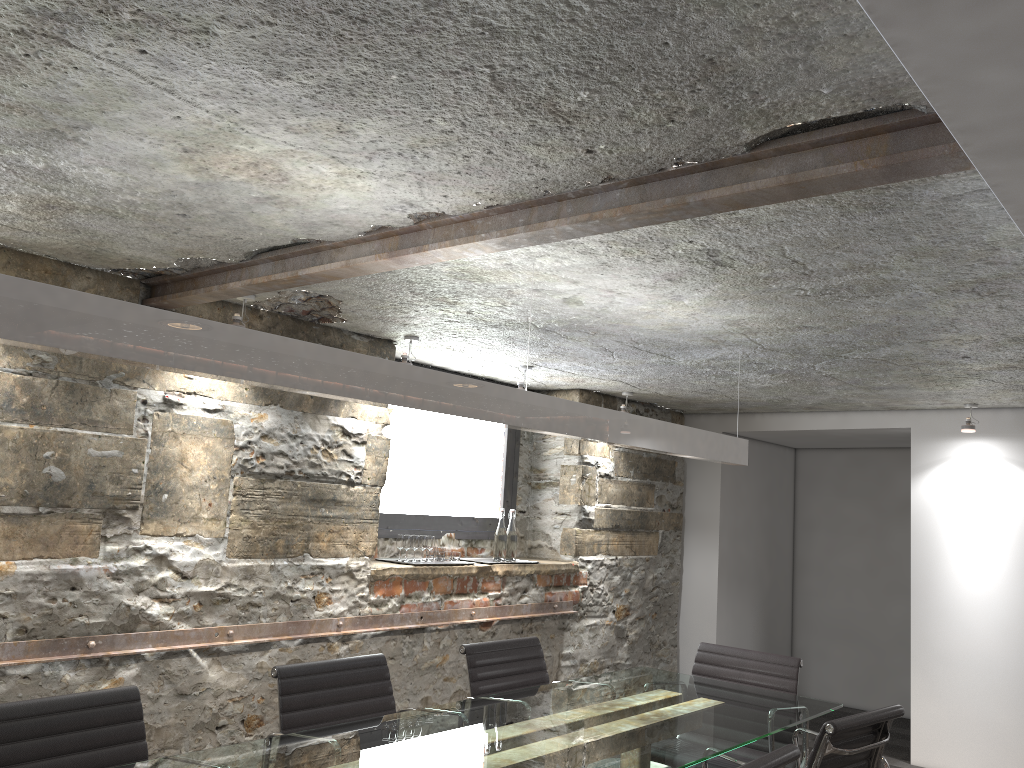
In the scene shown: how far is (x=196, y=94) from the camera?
1.73m

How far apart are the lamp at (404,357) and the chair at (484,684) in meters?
1.4

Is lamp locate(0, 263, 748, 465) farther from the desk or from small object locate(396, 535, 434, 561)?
small object locate(396, 535, 434, 561)

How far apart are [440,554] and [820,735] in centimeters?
245cm

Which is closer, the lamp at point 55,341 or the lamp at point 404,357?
the lamp at point 55,341

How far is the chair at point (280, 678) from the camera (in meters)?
2.83

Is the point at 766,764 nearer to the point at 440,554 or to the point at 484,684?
the point at 484,684

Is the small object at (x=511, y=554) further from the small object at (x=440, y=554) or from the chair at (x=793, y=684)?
the chair at (x=793, y=684)

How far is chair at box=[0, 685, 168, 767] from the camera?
Result: 2.2 meters

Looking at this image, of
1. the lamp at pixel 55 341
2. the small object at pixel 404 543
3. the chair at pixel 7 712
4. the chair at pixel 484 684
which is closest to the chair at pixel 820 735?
the lamp at pixel 55 341
